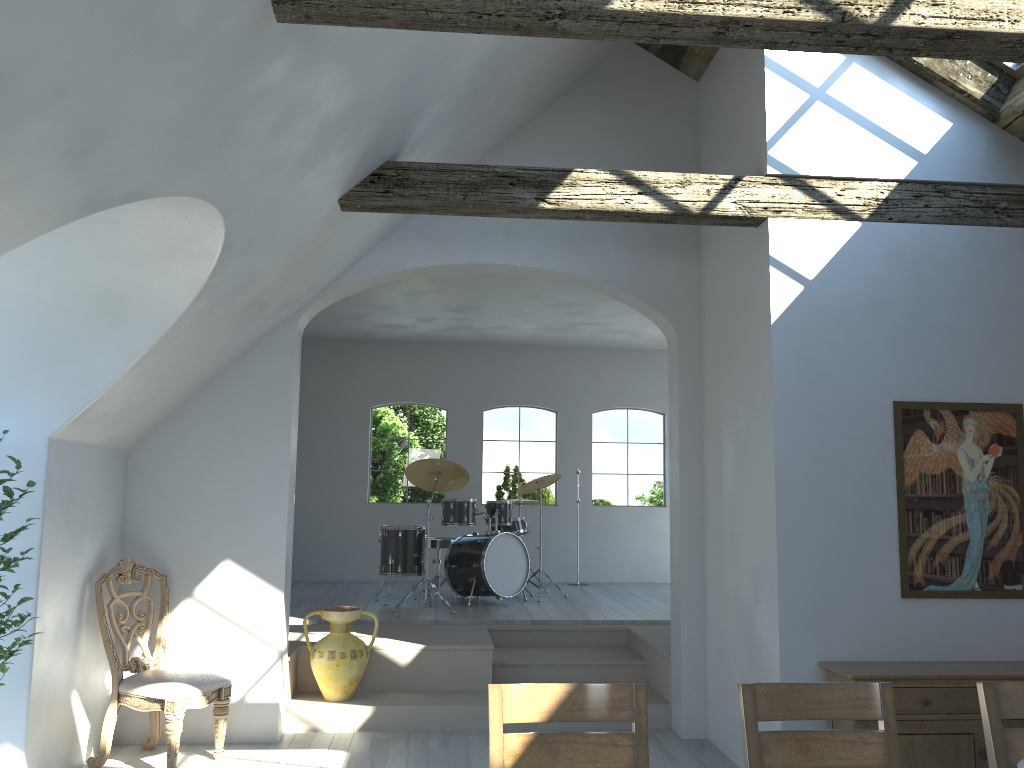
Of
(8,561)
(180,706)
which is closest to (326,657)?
(180,706)

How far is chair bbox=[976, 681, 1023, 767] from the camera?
2.6 meters

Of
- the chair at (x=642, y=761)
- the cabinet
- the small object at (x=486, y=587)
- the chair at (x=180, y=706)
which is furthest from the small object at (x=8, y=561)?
the small object at (x=486, y=587)

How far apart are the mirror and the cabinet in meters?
0.3 m

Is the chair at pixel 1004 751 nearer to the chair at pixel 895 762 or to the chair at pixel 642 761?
the chair at pixel 895 762

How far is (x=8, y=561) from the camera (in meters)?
3.84

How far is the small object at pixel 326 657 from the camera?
5.9 meters

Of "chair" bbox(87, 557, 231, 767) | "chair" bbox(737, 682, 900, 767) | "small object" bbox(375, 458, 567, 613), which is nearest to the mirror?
"chair" bbox(737, 682, 900, 767)

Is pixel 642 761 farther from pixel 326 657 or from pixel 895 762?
pixel 326 657

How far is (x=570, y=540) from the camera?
11.0m
